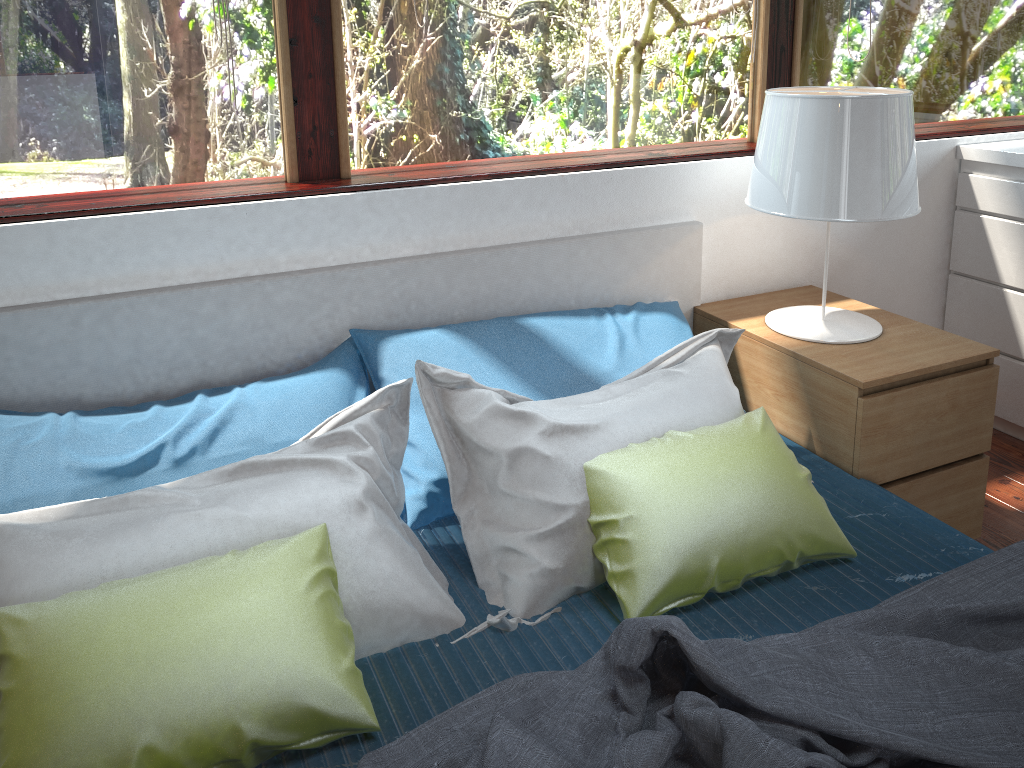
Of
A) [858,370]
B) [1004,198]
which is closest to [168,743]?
[858,370]

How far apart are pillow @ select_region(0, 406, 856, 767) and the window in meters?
0.9 m

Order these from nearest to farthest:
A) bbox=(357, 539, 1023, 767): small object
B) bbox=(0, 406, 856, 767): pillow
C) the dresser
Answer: bbox=(357, 539, 1023, 767): small object, bbox=(0, 406, 856, 767): pillow, the dresser

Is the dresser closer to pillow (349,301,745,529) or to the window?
the window

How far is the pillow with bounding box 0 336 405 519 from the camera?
1.5m

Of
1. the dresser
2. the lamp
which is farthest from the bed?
the dresser

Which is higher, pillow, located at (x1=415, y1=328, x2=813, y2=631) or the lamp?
the lamp

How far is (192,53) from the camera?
1.8 meters

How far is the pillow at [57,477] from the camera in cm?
153

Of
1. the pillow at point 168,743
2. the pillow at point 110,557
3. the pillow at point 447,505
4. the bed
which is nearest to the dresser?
the bed
